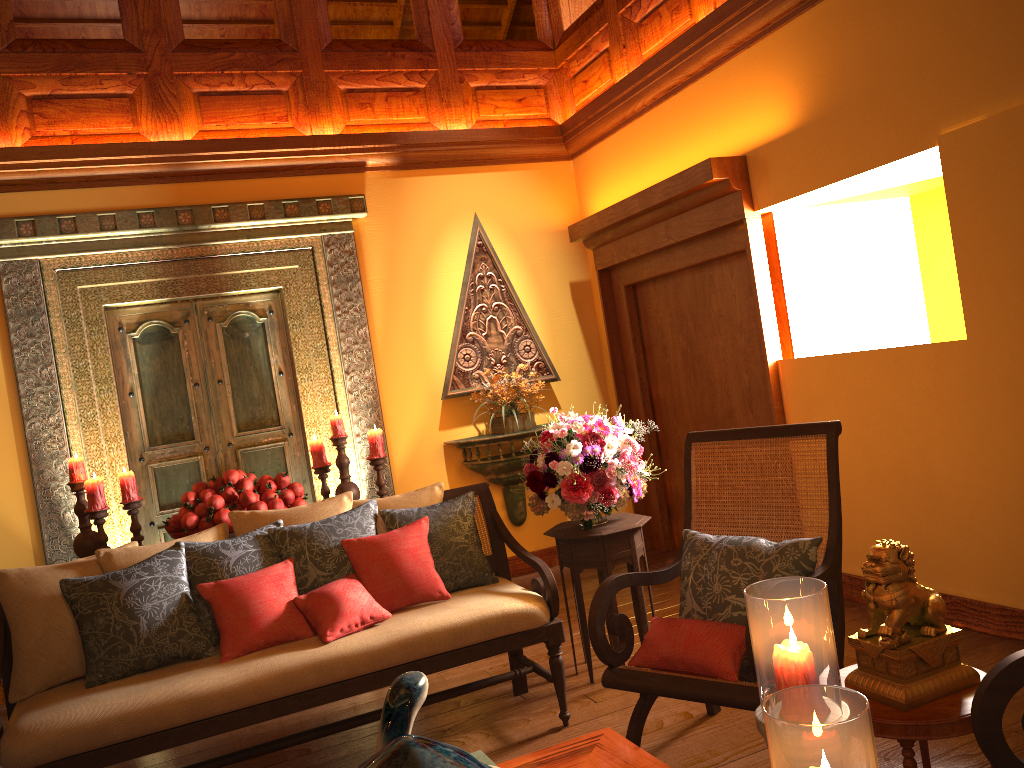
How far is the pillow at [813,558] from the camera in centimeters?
269cm

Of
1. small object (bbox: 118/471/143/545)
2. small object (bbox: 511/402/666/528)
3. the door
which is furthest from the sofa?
the door

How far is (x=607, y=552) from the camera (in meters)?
3.55

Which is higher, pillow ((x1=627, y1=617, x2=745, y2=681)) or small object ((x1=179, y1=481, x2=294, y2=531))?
small object ((x1=179, y1=481, x2=294, y2=531))

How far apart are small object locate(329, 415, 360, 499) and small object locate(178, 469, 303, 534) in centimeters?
32cm

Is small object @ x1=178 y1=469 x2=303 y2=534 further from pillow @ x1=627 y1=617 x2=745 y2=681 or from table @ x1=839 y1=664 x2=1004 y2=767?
table @ x1=839 y1=664 x2=1004 y2=767

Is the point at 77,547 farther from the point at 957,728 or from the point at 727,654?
the point at 957,728

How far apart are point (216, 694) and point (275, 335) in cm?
296

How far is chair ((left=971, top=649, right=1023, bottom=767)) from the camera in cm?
171

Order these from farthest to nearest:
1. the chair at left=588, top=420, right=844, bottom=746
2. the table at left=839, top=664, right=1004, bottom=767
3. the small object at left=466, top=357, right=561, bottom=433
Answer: the small object at left=466, top=357, right=561, bottom=433 < the chair at left=588, top=420, right=844, bottom=746 < the table at left=839, top=664, right=1004, bottom=767
